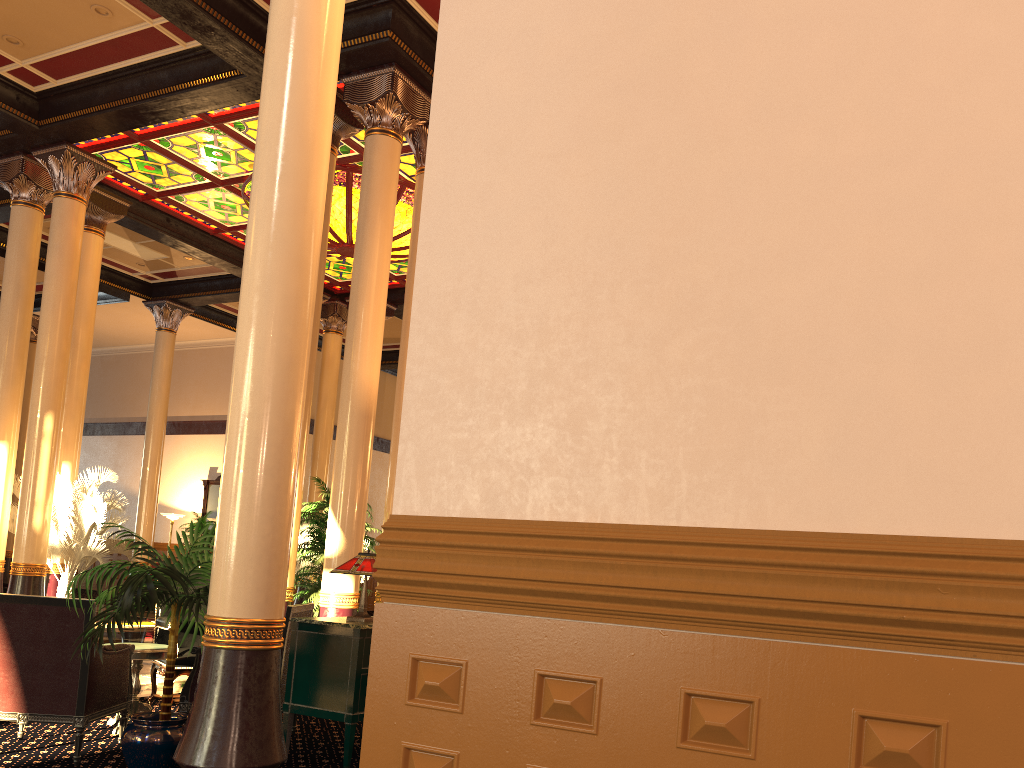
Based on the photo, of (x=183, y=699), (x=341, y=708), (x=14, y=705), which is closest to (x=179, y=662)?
(x=183, y=699)

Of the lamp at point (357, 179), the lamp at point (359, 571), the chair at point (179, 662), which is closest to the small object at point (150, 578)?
the lamp at point (359, 571)

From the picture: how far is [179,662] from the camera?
6.39m

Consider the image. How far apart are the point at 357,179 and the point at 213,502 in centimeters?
1192cm

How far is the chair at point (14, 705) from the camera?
4.75m

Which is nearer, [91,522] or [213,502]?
[91,522]

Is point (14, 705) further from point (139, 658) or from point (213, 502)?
point (213, 502)

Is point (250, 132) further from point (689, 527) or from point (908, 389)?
point (908, 389)

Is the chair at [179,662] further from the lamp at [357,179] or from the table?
the lamp at [357,179]

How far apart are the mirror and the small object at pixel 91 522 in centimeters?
907cm
